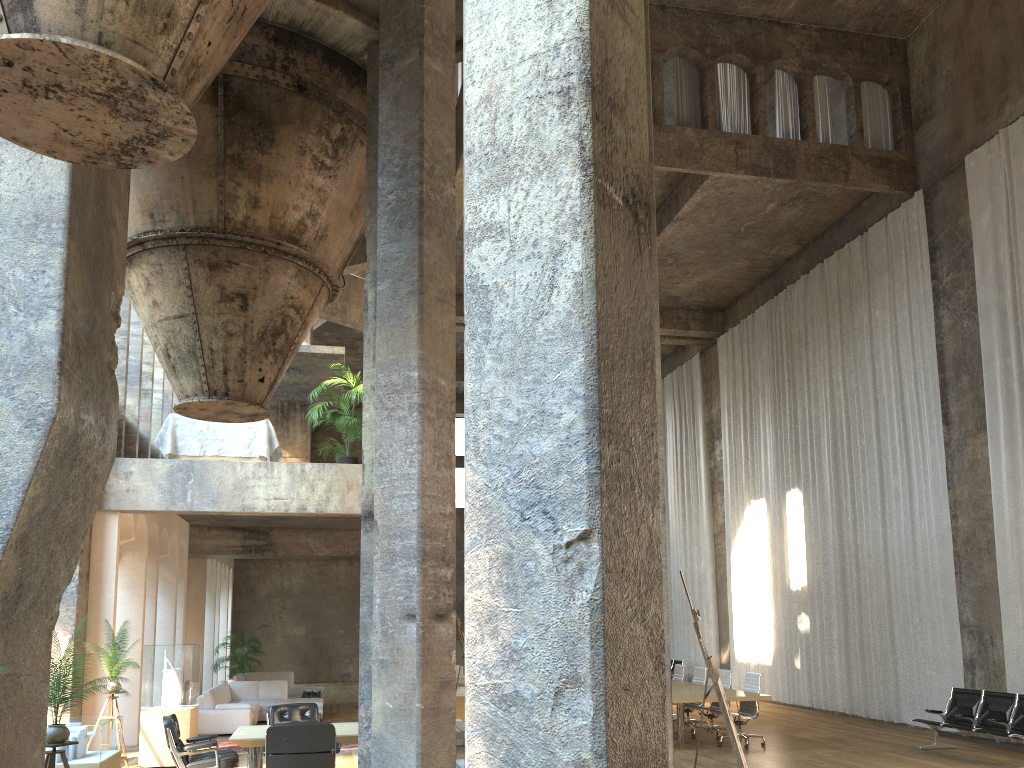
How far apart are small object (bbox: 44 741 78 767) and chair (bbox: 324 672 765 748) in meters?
8.9 m

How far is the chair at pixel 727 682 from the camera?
13.15m

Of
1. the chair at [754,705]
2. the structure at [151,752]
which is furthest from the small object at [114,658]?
the chair at [754,705]

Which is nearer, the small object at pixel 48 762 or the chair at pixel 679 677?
the small object at pixel 48 762

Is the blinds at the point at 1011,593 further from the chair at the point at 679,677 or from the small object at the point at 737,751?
the small object at the point at 737,751

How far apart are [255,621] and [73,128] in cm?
2523

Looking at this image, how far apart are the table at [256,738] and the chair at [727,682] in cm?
623

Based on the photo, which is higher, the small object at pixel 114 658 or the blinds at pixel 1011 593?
the blinds at pixel 1011 593

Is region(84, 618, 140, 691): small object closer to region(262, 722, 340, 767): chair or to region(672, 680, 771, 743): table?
region(262, 722, 340, 767): chair

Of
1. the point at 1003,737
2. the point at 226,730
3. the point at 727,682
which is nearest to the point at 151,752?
the point at 226,730
